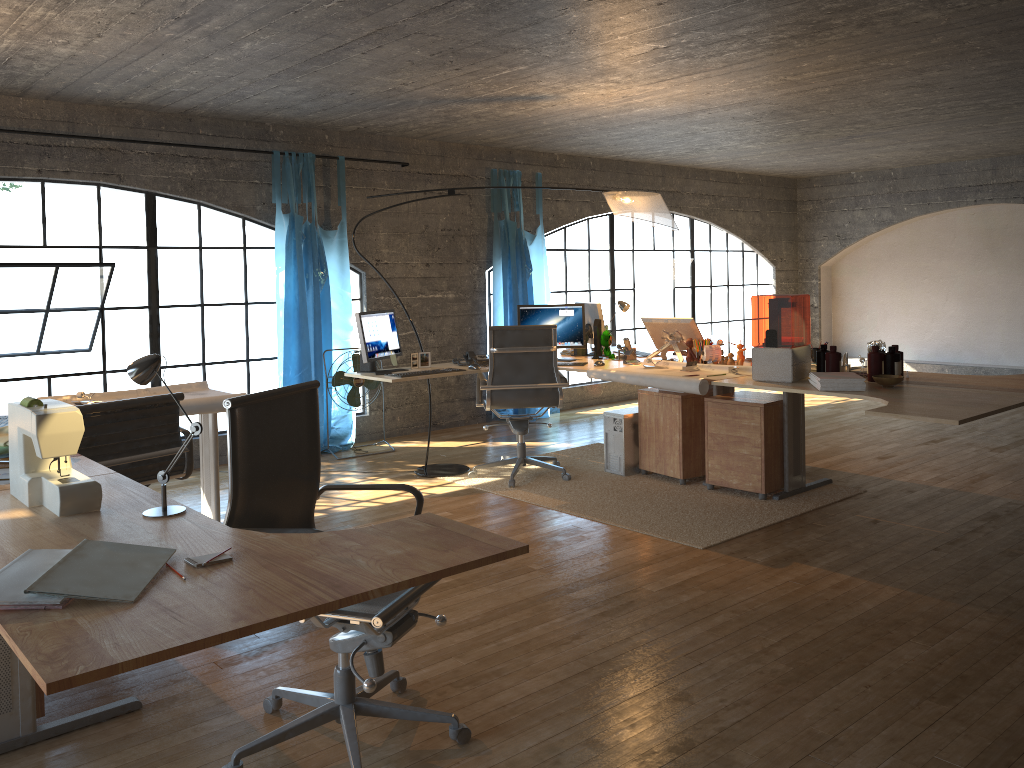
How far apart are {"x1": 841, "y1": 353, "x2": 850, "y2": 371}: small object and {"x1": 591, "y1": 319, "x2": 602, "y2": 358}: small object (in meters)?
1.81

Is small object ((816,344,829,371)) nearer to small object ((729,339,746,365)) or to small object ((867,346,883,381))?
small object ((867,346,883,381))

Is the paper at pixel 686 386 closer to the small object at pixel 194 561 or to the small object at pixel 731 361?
the small object at pixel 731 361

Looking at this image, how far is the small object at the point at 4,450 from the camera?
2.9m

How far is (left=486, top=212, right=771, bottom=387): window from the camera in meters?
11.9

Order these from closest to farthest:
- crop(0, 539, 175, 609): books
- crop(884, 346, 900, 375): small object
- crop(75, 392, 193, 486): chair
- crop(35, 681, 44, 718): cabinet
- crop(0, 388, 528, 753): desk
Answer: crop(0, 388, 528, 753): desk → crop(0, 539, 175, 609): books → crop(35, 681, 44, 718): cabinet → crop(75, 392, 193, 486): chair → crop(884, 346, 900, 375): small object

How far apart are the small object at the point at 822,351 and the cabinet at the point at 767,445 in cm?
43

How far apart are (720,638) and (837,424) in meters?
4.8

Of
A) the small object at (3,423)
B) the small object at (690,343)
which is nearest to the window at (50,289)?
the small object at (3,423)

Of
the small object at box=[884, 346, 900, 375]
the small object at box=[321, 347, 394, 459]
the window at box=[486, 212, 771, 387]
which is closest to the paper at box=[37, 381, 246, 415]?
the small object at box=[321, 347, 394, 459]
